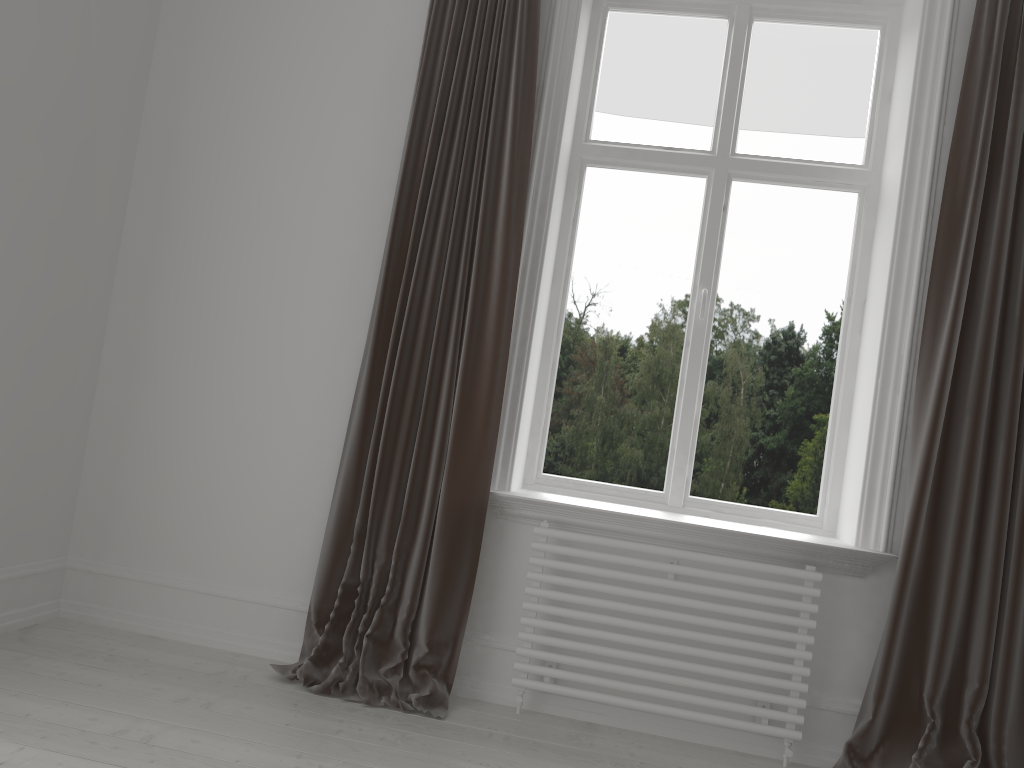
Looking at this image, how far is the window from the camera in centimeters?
317cm

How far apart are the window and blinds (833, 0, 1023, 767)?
0.41m

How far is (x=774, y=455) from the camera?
3.2m

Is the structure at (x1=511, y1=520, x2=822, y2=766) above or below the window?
below

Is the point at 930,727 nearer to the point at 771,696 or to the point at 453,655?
the point at 771,696

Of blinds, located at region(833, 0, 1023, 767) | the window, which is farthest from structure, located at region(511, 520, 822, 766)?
the window

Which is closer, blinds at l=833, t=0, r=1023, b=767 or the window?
blinds at l=833, t=0, r=1023, b=767

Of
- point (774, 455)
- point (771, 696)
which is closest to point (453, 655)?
point (771, 696)

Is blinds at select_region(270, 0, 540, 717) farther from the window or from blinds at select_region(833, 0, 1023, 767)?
blinds at select_region(833, 0, 1023, 767)

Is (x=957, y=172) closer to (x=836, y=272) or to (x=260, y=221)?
(x=836, y=272)
